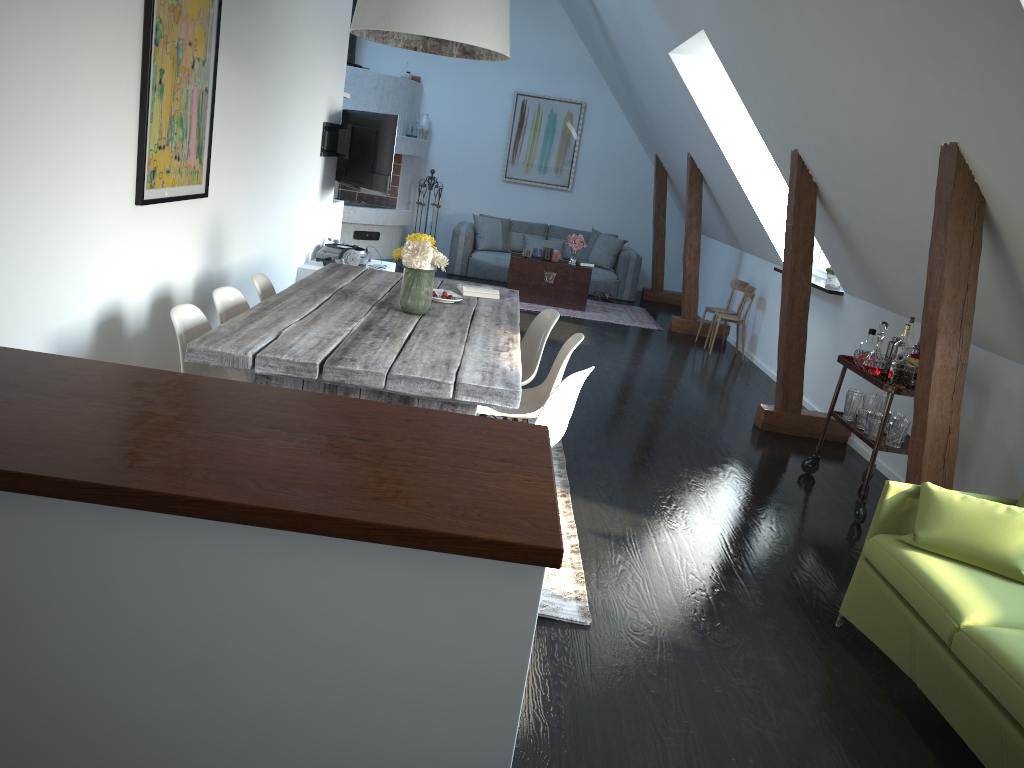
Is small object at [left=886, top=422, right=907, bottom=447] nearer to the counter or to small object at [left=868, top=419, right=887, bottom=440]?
small object at [left=868, top=419, right=887, bottom=440]

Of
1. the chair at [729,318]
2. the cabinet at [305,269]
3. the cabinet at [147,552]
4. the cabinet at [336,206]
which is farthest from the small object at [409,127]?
the cabinet at [147,552]

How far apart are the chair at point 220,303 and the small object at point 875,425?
3.2m

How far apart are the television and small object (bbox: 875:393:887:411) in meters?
4.0 m

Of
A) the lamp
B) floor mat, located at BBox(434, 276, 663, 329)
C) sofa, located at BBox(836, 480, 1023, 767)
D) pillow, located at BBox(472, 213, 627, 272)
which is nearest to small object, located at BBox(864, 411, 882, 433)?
sofa, located at BBox(836, 480, 1023, 767)

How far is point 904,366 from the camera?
4.4m

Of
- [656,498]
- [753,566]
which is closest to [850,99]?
[656,498]

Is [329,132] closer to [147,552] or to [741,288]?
[741,288]

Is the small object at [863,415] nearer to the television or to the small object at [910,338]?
the small object at [910,338]

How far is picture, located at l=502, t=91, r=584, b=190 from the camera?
12.0m
